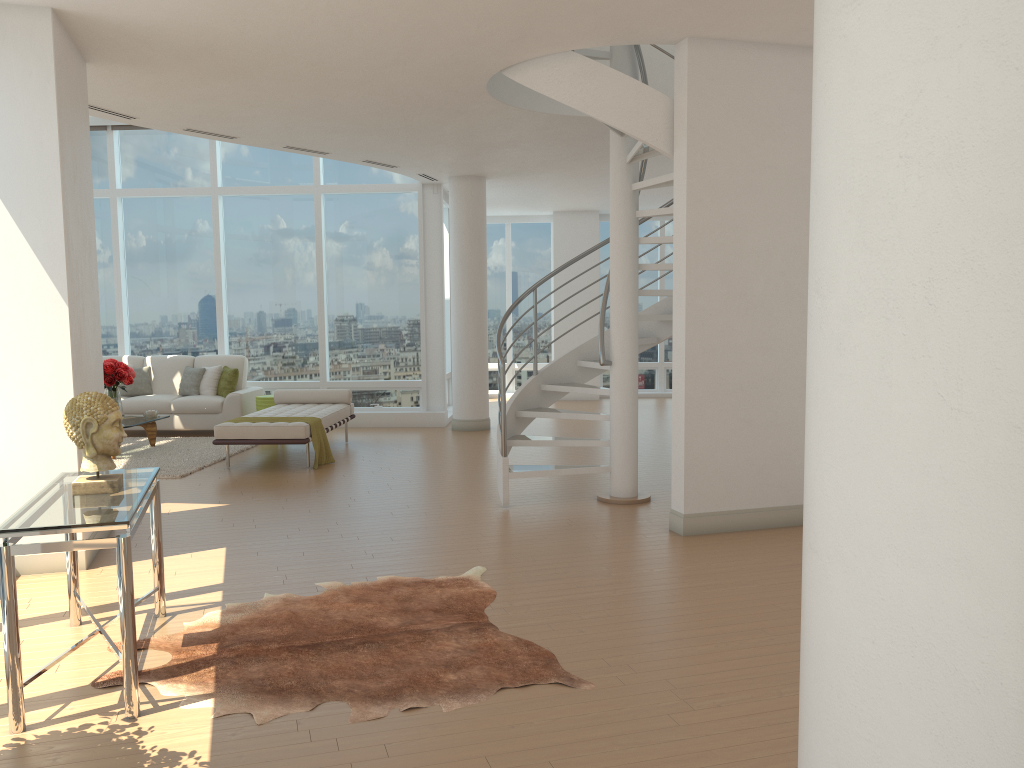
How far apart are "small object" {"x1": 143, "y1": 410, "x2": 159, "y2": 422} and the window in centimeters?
233cm

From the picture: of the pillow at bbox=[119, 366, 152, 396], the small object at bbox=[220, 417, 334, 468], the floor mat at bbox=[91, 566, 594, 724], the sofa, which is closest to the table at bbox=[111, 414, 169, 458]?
the sofa

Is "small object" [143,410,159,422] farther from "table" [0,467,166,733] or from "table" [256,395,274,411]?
"table" [0,467,166,733]

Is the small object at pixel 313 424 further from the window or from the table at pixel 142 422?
the window

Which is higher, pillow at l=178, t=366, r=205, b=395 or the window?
the window

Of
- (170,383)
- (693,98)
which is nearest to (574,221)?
(170,383)

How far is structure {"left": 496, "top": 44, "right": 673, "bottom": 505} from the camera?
6.2 meters

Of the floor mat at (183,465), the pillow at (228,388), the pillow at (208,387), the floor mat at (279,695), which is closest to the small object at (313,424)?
the floor mat at (183,465)

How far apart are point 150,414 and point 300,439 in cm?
262

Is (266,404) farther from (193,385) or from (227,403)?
(193,385)
